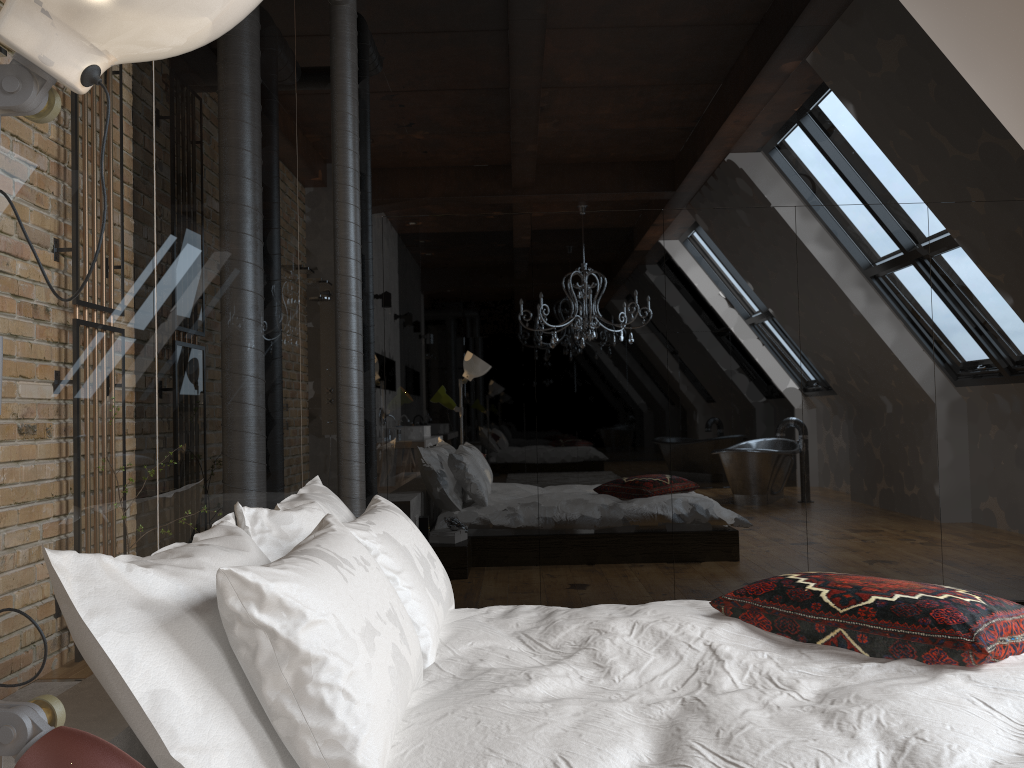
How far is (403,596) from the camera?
2.14m

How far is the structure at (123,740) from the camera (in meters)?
1.43

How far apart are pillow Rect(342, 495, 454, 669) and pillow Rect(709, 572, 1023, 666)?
0.7m

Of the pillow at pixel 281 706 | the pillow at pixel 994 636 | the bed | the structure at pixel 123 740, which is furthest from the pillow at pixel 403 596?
the pillow at pixel 994 636

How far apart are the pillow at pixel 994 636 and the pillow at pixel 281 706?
0.9m

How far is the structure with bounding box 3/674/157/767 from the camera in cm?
143

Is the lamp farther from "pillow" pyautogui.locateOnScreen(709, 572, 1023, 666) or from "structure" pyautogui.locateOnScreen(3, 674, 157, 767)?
"pillow" pyautogui.locateOnScreen(709, 572, 1023, 666)

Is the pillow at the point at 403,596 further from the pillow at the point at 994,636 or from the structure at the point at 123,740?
the pillow at the point at 994,636

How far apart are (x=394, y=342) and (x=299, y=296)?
0.9 meters

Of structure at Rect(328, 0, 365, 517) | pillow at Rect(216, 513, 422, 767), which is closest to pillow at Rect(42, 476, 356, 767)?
pillow at Rect(216, 513, 422, 767)
